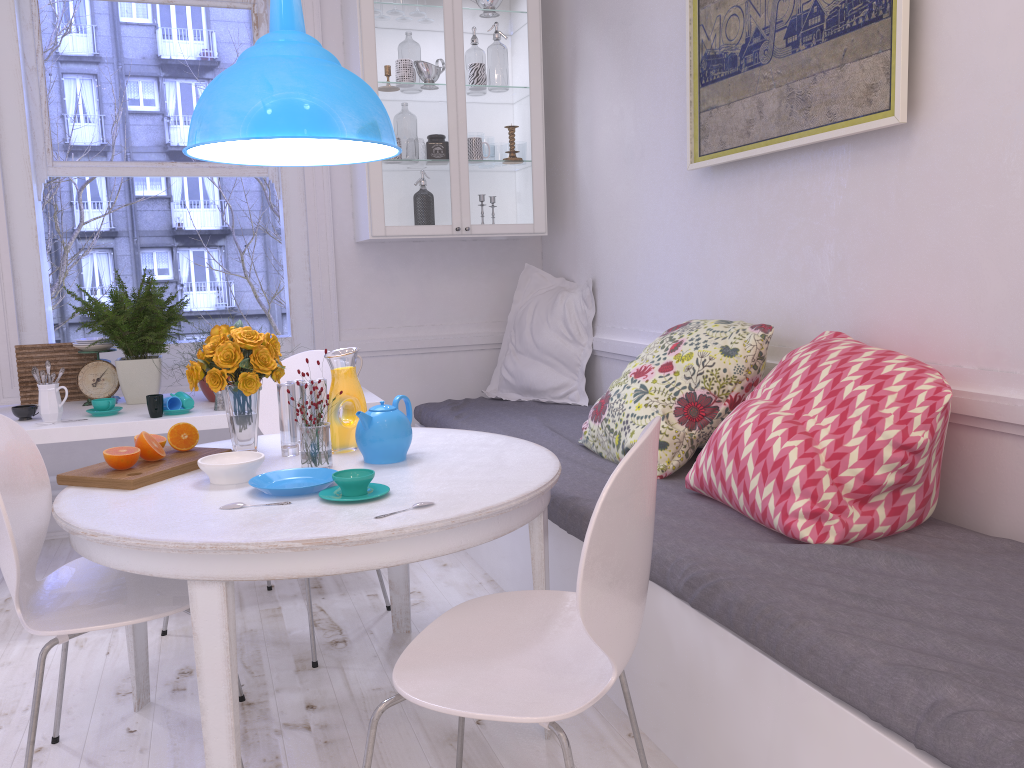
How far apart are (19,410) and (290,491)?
1.8m

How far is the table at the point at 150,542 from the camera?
1.58m

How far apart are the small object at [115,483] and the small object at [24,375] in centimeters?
152cm

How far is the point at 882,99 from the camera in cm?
213

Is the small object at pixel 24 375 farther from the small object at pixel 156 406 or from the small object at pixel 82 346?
the small object at pixel 156 406

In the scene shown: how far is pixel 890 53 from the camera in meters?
2.1 m

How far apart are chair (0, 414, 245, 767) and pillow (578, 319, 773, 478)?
1.3 meters

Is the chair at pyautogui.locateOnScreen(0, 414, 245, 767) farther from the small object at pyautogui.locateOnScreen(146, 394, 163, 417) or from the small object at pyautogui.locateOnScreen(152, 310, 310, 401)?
the small object at pyautogui.locateOnScreen(152, 310, 310, 401)

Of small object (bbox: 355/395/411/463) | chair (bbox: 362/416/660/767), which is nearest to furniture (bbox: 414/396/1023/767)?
chair (bbox: 362/416/660/767)

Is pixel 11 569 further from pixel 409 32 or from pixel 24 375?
pixel 409 32
